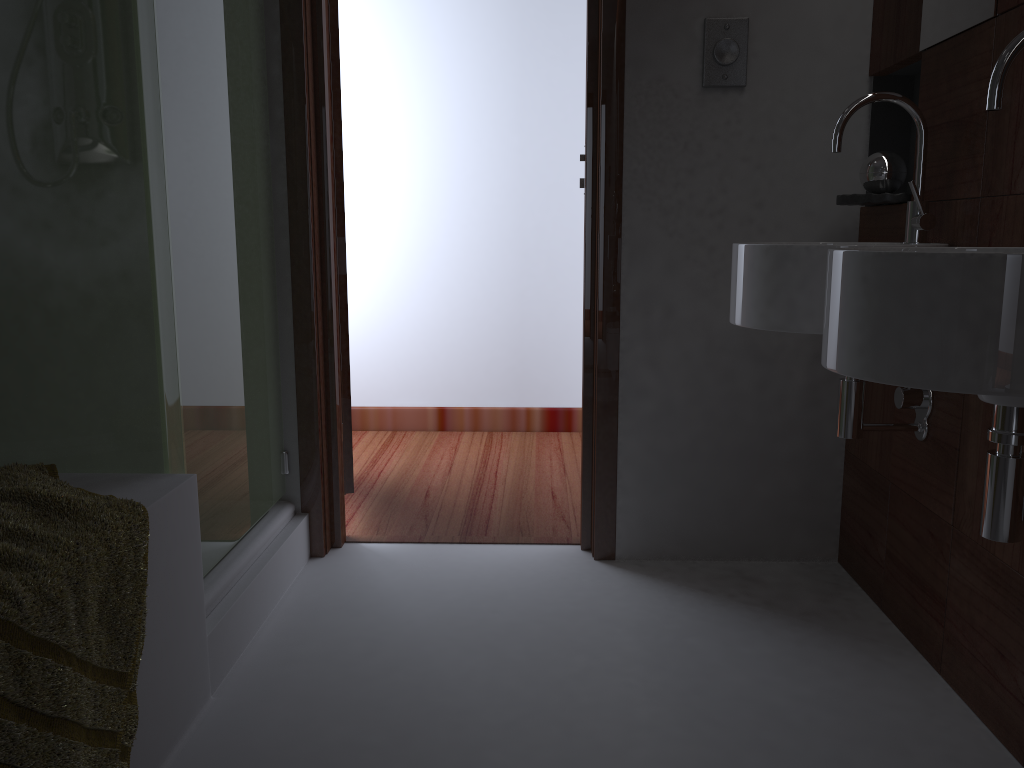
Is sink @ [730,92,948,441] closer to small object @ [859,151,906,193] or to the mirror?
the mirror

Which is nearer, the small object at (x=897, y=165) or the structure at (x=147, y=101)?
the structure at (x=147, y=101)

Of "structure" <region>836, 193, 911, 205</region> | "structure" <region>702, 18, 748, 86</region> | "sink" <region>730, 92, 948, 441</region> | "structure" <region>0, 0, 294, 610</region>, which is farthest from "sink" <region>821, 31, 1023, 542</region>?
"structure" <region>0, 0, 294, 610</region>

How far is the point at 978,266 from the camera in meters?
1.0 m

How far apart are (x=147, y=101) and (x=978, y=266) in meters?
1.3 m

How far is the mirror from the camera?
1.64m

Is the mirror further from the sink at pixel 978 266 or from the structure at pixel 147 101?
the structure at pixel 147 101

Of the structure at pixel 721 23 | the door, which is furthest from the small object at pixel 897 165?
the door

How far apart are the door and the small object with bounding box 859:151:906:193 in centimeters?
135cm

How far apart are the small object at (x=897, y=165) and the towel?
1.70m
